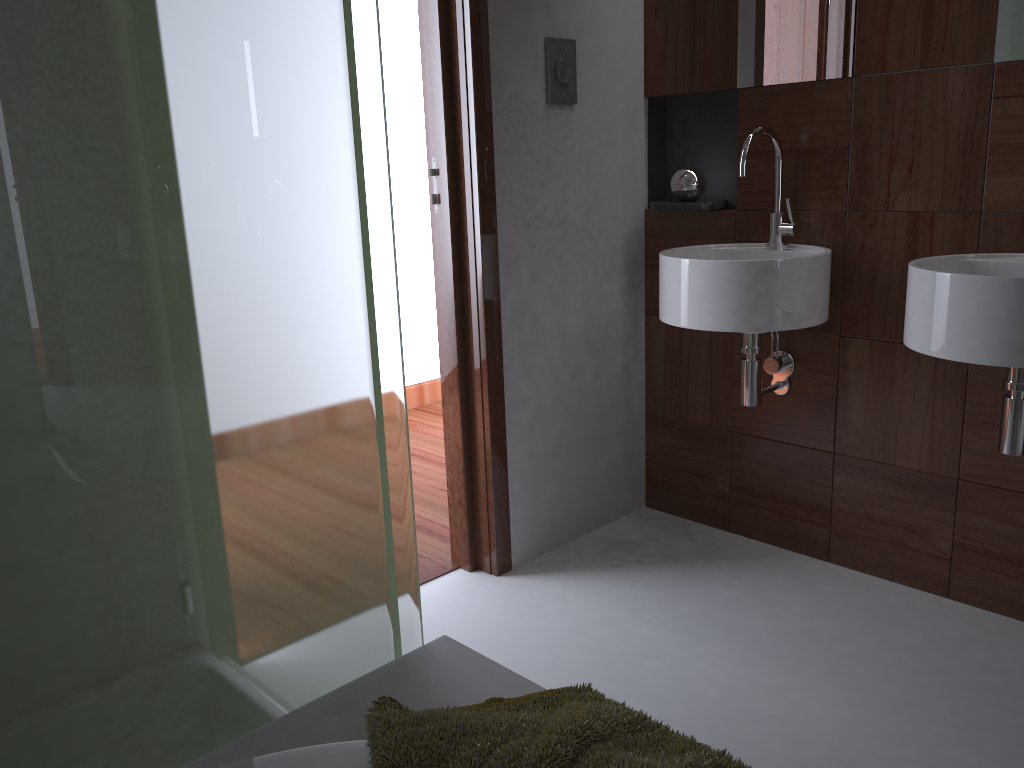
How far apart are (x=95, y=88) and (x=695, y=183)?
1.9 meters

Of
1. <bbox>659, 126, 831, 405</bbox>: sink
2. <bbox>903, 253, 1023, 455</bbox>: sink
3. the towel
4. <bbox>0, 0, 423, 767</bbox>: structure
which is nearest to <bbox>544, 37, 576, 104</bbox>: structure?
<bbox>659, 126, 831, 405</bbox>: sink

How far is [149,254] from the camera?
0.9 meters

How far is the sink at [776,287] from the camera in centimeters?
203cm

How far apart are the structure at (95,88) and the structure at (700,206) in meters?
1.5 m

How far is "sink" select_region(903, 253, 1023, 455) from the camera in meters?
1.6 m

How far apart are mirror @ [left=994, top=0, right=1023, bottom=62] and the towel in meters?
1.6 m

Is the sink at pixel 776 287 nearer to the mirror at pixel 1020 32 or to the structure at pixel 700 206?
the structure at pixel 700 206

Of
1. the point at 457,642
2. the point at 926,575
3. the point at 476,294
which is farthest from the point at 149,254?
the point at 926,575

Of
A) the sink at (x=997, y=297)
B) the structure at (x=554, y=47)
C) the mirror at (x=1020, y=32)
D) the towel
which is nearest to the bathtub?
the towel
